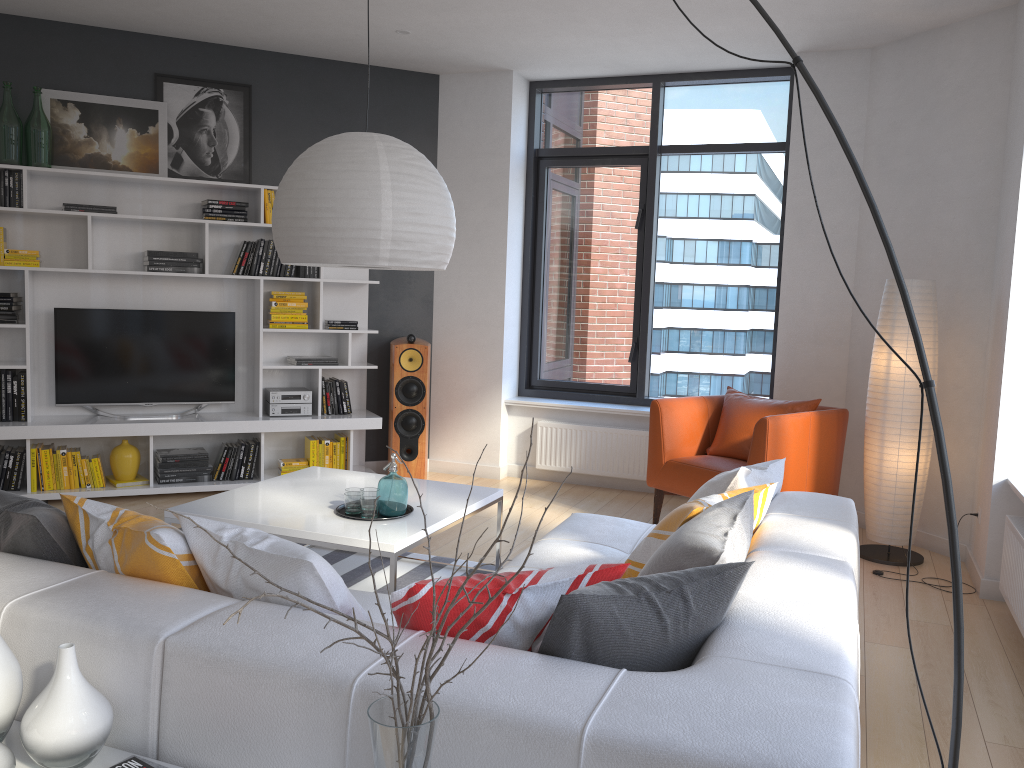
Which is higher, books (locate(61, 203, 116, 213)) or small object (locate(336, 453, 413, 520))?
books (locate(61, 203, 116, 213))

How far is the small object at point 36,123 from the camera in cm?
541

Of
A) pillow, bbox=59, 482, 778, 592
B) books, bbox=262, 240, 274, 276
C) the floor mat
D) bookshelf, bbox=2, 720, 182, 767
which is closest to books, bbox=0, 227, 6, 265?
books, bbox=262, 240, 274, 276

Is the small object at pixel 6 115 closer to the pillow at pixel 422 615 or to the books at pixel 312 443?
the books at pixel 312 443

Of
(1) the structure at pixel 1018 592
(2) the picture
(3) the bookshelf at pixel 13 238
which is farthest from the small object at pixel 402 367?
(1) the structure at pixel 1018 592

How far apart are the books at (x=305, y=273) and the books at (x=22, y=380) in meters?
1.8 m

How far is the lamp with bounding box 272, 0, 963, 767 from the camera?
1.56m

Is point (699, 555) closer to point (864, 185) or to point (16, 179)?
point (864, 185)

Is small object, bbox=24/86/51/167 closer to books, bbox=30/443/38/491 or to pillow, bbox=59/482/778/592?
books, bbox=30/443/38/491

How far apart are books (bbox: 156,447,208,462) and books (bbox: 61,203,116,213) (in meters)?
1.58
